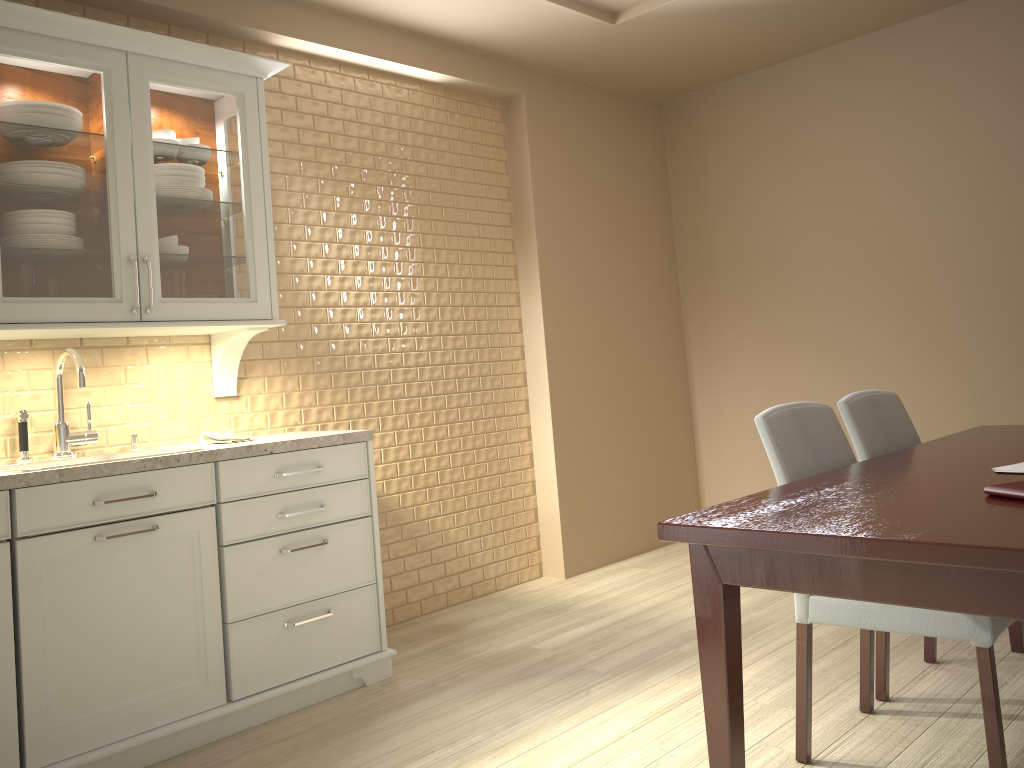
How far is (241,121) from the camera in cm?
291

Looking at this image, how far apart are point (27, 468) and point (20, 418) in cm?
15

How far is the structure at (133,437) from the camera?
2.9 meters

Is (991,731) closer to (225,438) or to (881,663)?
(881,663)

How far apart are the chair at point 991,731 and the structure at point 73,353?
1.92m

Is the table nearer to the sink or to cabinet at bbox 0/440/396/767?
cabinet at bbox 0/440/396/767

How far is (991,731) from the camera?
1.8m

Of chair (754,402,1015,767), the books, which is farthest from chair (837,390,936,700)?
the books

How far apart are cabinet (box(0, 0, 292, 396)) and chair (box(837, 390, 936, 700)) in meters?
1.8

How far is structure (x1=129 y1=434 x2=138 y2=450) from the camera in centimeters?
288cm
